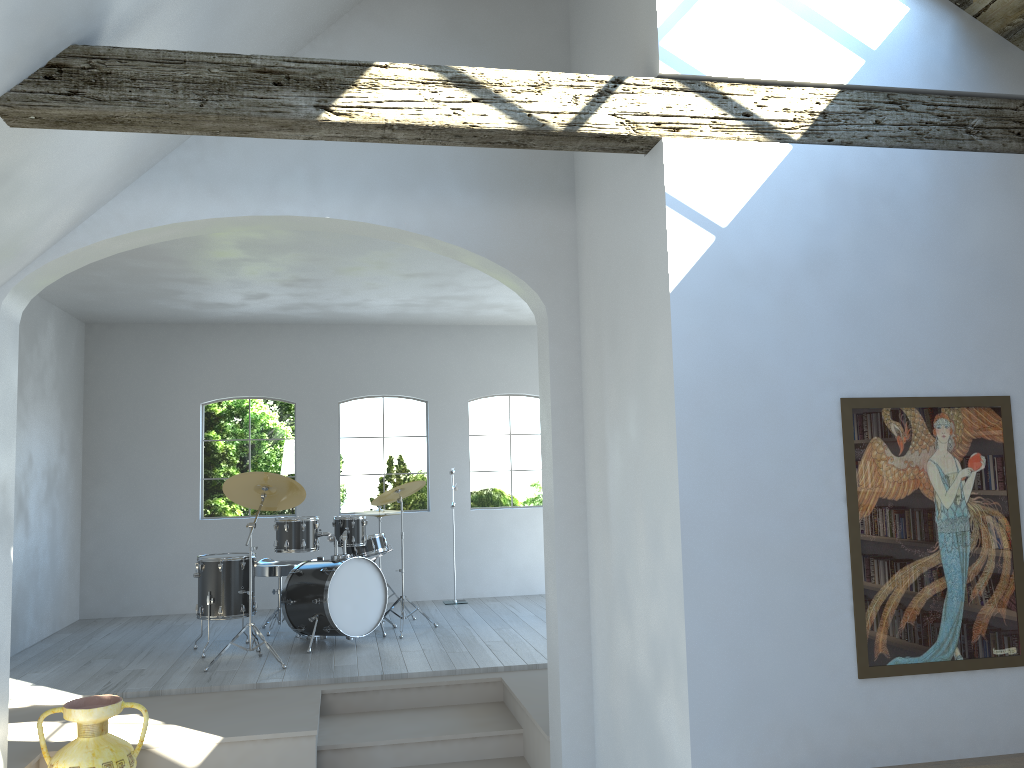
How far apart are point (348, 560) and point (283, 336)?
3.22m

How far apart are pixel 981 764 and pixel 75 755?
3.95m

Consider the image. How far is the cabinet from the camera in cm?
327

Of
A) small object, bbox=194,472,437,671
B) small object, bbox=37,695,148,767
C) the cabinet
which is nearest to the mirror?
the cabinet

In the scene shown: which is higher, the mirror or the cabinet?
the mirror

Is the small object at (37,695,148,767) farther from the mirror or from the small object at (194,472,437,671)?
the mirror

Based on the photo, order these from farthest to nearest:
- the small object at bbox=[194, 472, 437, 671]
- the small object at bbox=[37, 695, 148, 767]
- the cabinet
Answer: the small object at bbox=[194, 472, 437, 671]
the small object at bbox=[37, 695, 148, 767]
the cabinet

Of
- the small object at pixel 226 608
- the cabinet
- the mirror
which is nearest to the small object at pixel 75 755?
the small object at pixel 226 608

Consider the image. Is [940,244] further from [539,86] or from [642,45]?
[539,86]

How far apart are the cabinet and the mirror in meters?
0.3
